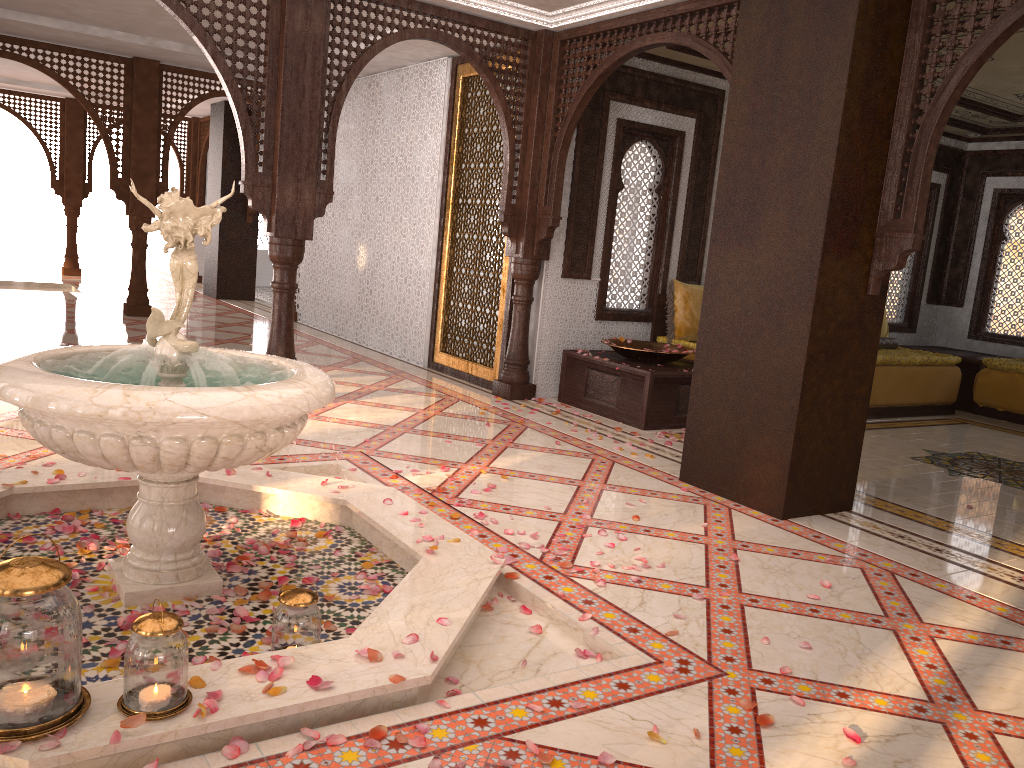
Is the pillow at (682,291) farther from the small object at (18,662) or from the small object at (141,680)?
the small object at (18,662)

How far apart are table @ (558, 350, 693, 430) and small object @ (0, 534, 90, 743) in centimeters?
465cm

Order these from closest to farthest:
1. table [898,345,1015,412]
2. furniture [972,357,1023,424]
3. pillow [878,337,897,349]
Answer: furniture [972,357,1023,424], pillow [878,337,897,349], table [898,345,1015,412]

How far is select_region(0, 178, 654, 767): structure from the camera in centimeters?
220cm

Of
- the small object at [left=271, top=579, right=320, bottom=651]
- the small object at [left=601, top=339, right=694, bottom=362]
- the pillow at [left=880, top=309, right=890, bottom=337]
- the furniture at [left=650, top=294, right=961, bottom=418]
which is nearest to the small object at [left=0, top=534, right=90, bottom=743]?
the small object at [left=271, top=579, right=320, bottom=651]

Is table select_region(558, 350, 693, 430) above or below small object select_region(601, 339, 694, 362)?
below

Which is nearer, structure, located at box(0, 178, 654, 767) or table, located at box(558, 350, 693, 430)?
structure, located at box(0, 178, 654, 767)

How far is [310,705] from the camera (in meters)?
2.20

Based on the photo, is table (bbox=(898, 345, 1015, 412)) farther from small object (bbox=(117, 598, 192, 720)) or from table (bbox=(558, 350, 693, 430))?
small object (bbox=(117, 598, 192, 720))

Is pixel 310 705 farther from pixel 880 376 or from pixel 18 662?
pixel 880 376
